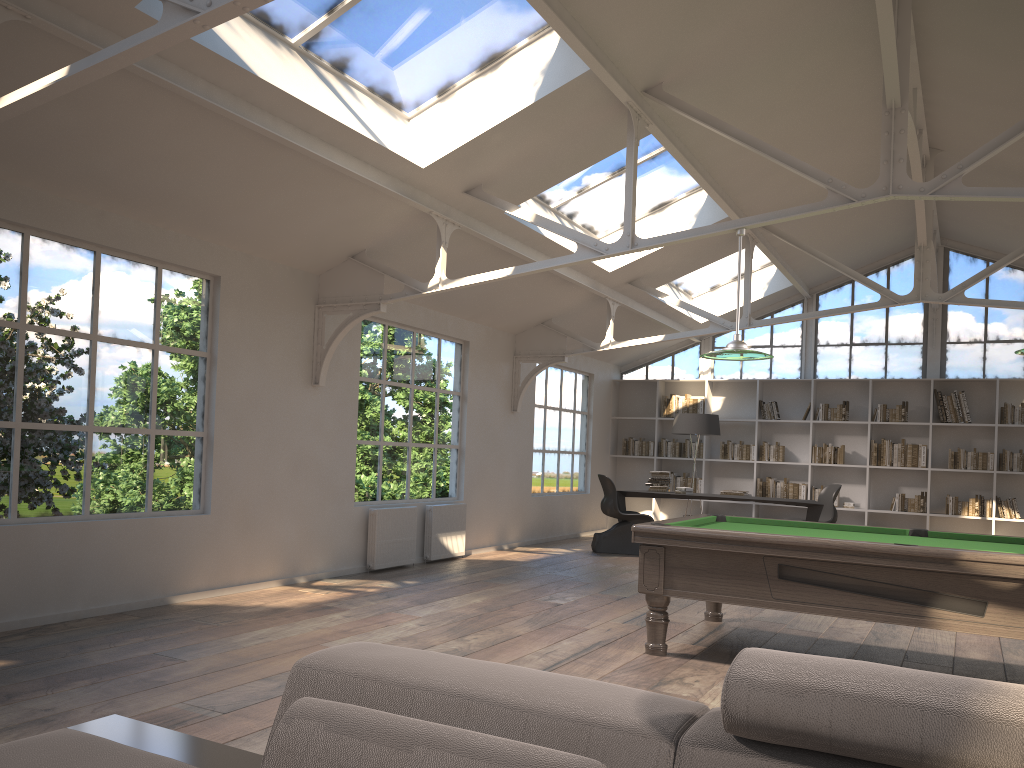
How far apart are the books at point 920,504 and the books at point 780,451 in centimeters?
156cm

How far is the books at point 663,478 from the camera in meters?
11.0 m

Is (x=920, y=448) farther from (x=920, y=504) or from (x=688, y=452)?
(x=688, y=452)

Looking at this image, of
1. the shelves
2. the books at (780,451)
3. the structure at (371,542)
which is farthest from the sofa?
the books at (780,451)

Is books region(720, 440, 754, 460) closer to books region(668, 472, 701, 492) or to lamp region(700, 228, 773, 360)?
books region(668, 472, 701, 492)

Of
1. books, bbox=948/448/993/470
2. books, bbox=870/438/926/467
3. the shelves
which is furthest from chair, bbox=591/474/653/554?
the shelves

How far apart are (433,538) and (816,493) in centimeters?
605cm

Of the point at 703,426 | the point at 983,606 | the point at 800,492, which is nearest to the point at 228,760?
the point at 983,606

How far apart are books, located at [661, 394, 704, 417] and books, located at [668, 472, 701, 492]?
0.92m

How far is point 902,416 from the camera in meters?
11.8
